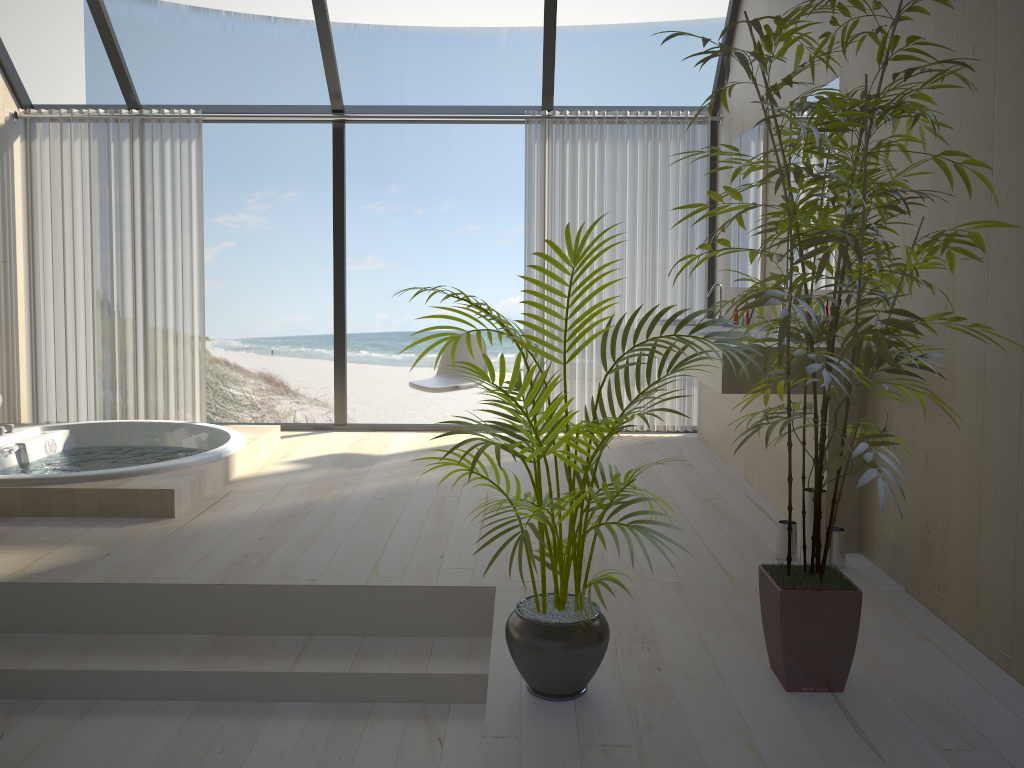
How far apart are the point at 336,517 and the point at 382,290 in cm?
1245

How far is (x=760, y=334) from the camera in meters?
4.0 m

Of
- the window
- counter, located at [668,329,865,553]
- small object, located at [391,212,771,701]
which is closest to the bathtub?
the window

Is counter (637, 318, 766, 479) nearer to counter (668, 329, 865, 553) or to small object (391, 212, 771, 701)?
counter (668, 329, 865, 553)

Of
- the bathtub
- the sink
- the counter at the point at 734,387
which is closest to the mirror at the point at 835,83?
the sink

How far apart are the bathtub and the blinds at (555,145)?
1.7m

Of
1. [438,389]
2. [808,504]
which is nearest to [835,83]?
[808,504]

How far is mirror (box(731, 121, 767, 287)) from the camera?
4.6m

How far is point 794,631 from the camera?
2.20m

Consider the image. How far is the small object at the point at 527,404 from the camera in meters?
2.1
